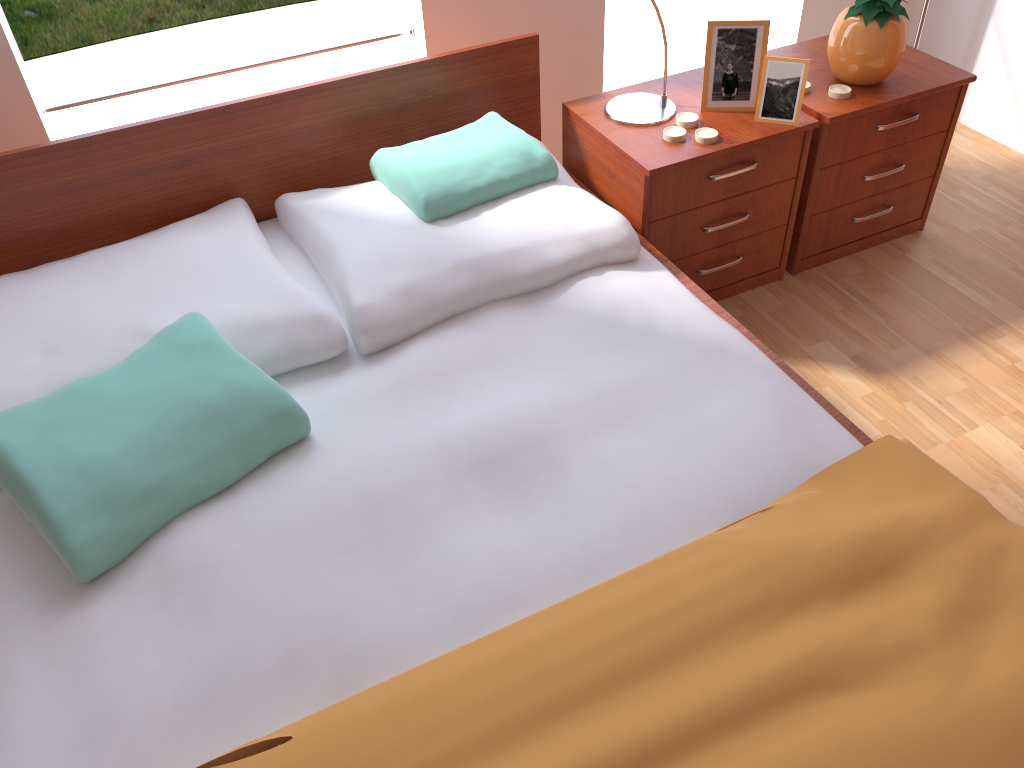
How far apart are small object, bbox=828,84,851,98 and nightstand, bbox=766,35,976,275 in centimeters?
1cm

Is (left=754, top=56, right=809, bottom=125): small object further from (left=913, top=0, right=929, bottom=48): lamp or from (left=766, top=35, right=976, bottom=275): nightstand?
(left=913, top=0, right=929, bottom=48): lamp

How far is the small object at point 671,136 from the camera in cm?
189

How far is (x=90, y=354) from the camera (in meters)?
1.52

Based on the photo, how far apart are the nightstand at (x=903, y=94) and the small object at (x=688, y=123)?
0.3 meters

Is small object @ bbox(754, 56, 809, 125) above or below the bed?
above

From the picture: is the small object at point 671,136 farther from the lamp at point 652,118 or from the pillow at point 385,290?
the pillow at point 385,290

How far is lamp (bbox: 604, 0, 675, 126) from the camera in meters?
2.0 m

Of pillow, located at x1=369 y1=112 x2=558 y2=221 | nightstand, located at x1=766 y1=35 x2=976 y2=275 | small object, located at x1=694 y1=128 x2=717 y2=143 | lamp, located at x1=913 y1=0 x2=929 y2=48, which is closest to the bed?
pillow, located at x1=369 y1=112 x2=558 y2=221

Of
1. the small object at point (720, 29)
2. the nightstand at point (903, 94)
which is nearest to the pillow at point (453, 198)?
the small object at point (720, 29)
